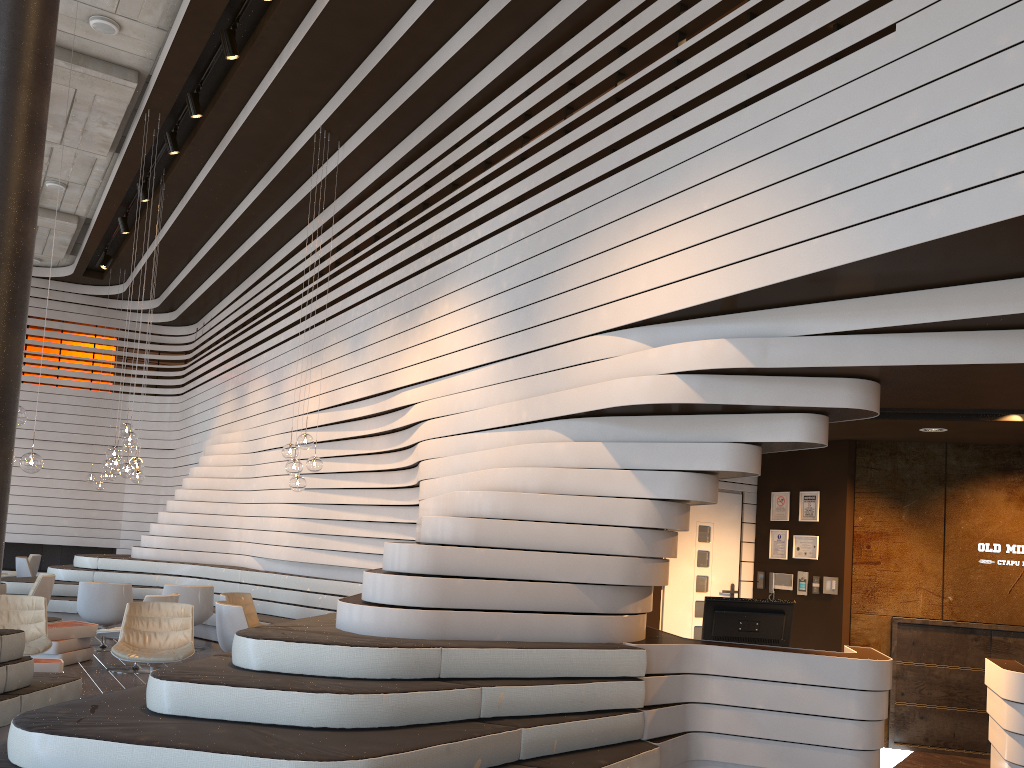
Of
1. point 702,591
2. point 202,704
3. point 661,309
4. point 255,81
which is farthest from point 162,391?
point 202,704

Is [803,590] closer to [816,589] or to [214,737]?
[816,589]

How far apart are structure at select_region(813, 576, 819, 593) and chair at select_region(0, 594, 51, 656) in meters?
6.4

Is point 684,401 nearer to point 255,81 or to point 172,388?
point 255,81

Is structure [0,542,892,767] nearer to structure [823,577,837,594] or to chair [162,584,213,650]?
chair [162,584,213,650]

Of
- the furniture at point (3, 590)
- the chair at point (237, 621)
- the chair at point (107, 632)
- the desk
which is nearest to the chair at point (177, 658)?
the chair at point (237, 621)

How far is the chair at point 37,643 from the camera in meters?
7.3 m

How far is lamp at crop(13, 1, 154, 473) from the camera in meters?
6.9

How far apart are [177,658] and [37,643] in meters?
1.2 m

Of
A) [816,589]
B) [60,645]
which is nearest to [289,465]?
[60,645]
